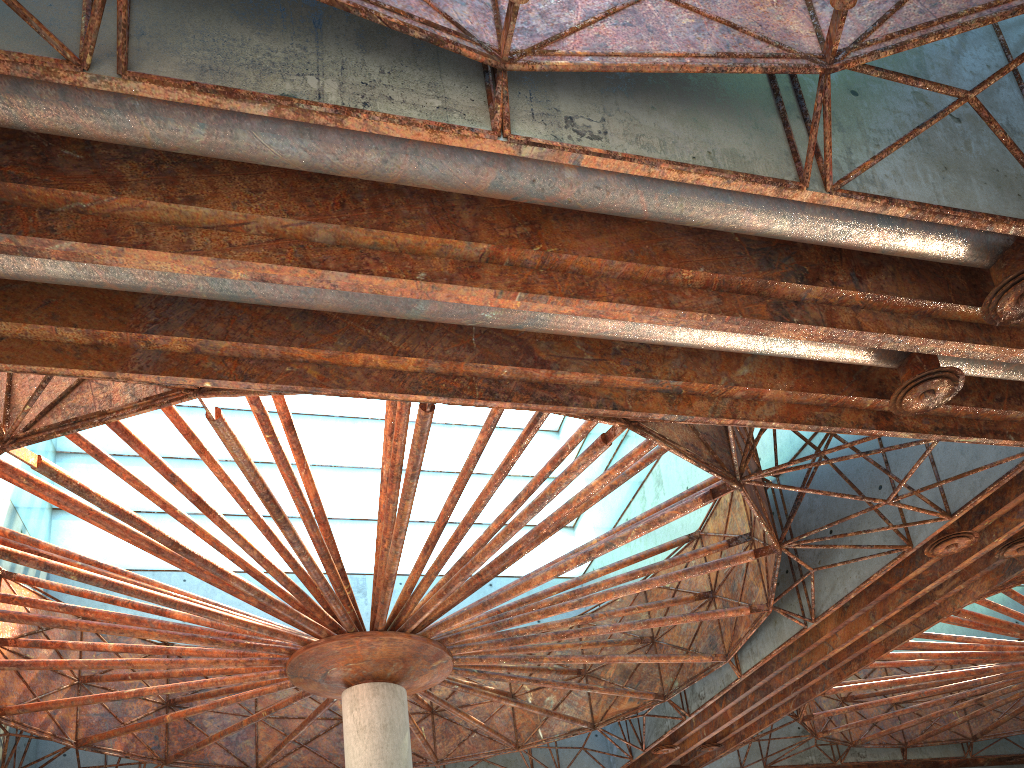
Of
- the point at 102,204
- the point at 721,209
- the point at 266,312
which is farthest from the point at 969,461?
the point at 102,204

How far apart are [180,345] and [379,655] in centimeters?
1213cm
